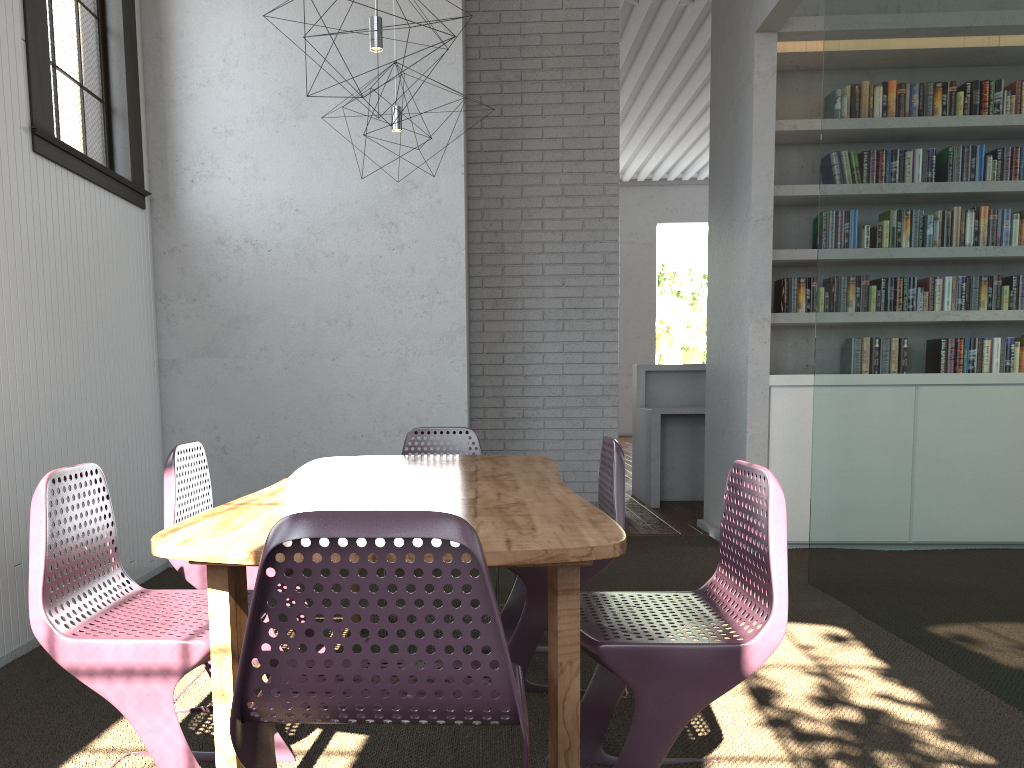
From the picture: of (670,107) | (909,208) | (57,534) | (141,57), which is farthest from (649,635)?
(670,107)

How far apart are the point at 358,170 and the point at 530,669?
2.8m
